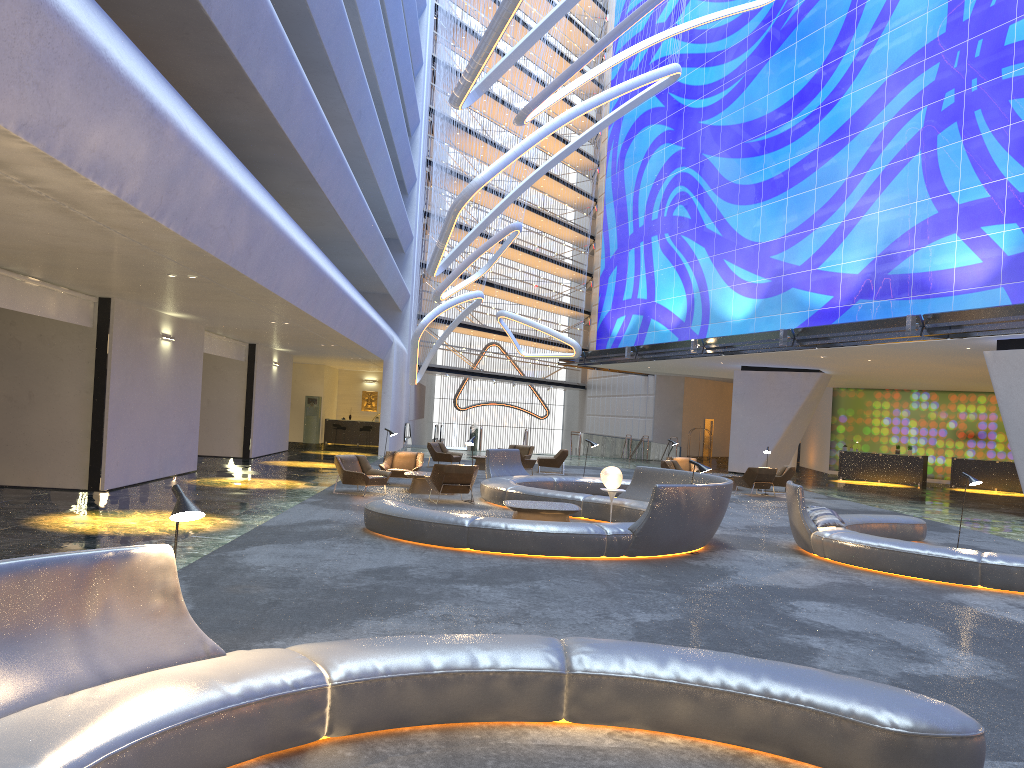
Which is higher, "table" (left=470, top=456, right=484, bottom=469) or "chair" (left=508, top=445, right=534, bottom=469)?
"chair" (left=508, top=445, right=534, bottom=469)

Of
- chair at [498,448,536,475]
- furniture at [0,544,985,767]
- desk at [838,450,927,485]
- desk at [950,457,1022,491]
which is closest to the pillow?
furniture at [0,544,985,767]

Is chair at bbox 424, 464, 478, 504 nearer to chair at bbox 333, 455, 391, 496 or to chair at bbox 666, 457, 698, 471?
chair at bbox 333, 455, 391, 496

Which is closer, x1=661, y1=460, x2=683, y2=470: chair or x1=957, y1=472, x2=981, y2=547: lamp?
x1=957, y1=472, x2=981, y2=547: lamp

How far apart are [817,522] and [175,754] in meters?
10.4 m

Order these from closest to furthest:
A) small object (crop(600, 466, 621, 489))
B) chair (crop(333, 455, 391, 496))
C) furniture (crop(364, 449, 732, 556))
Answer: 1. furniture (crop(364, 449, 732, 556))
2. small object (crop(600, 466, 621, 489))
3. chair (crop(333, 455, 391, 496))

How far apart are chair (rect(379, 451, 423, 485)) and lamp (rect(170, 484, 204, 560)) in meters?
15.0 m

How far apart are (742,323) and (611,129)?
15.3m

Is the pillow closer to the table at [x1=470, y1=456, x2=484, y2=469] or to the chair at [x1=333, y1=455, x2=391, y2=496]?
the chair at [x1=333, y1=455, x2=391, y2=496]

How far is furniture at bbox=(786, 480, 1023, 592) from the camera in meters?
10.4
